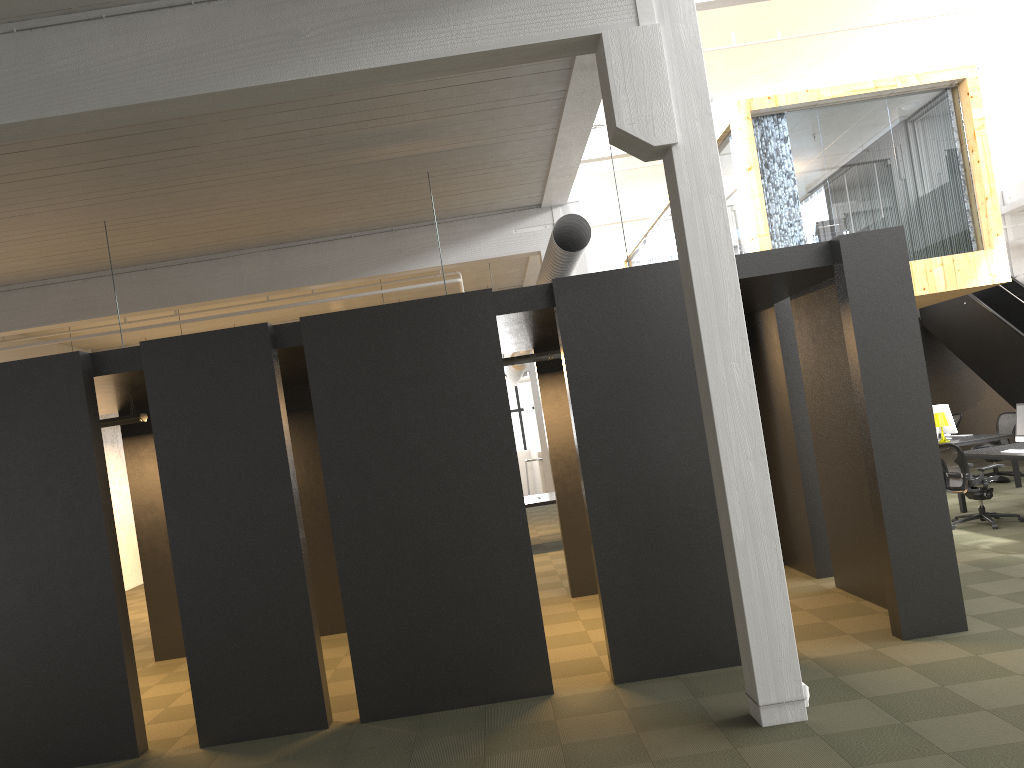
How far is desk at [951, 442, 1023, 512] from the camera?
10.0 meters

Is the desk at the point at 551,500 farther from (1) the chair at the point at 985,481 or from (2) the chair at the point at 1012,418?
(2) the chair at the point at 1012,418

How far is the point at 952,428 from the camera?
13.28m

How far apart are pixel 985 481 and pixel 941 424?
3.2 meters

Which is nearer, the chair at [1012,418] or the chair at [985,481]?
the chair at [985,481]

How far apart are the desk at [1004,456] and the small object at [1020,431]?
0.28m

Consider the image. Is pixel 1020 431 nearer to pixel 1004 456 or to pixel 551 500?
pixel 1004 456

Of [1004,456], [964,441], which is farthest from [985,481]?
[964,441]

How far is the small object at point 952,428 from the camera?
13.28m

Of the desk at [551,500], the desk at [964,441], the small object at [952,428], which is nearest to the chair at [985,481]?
the desk at [964,441]
